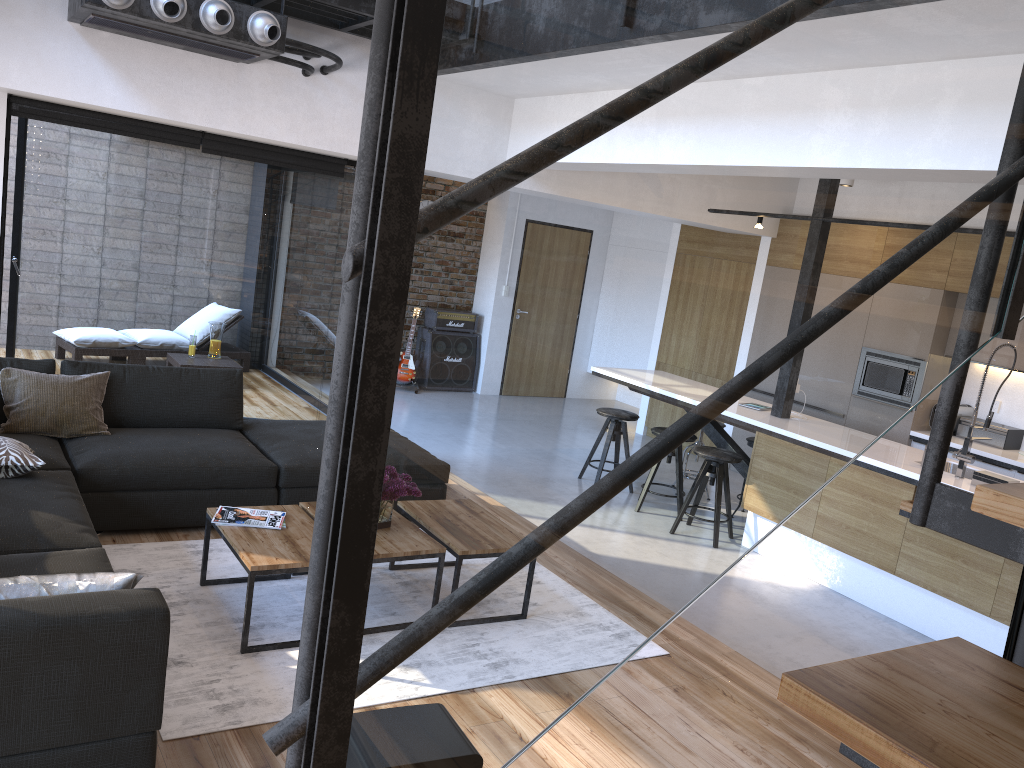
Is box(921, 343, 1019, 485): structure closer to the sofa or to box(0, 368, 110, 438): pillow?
the sofa

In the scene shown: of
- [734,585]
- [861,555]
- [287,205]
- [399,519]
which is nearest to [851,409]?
[399,519]

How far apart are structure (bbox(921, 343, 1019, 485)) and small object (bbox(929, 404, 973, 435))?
2.1 meters

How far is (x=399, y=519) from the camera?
0.7m

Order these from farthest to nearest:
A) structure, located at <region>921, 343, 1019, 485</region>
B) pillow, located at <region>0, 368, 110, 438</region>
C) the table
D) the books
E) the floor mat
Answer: structure, located at <region>921, 343, 1019, 485</region>, pillow, located at <region>0, 368, 110, 438</region>, the books, the table, the floor mat

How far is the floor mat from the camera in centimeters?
292cm

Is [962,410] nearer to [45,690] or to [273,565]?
[273,565]

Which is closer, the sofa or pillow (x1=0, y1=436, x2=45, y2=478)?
the sofa

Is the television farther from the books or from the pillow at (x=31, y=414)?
the pillow at (x=31, y=414)

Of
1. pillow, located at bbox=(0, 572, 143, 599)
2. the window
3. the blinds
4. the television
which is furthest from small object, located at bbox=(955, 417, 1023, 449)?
pillow, located at bbox=(0, 572, 143, 599)
